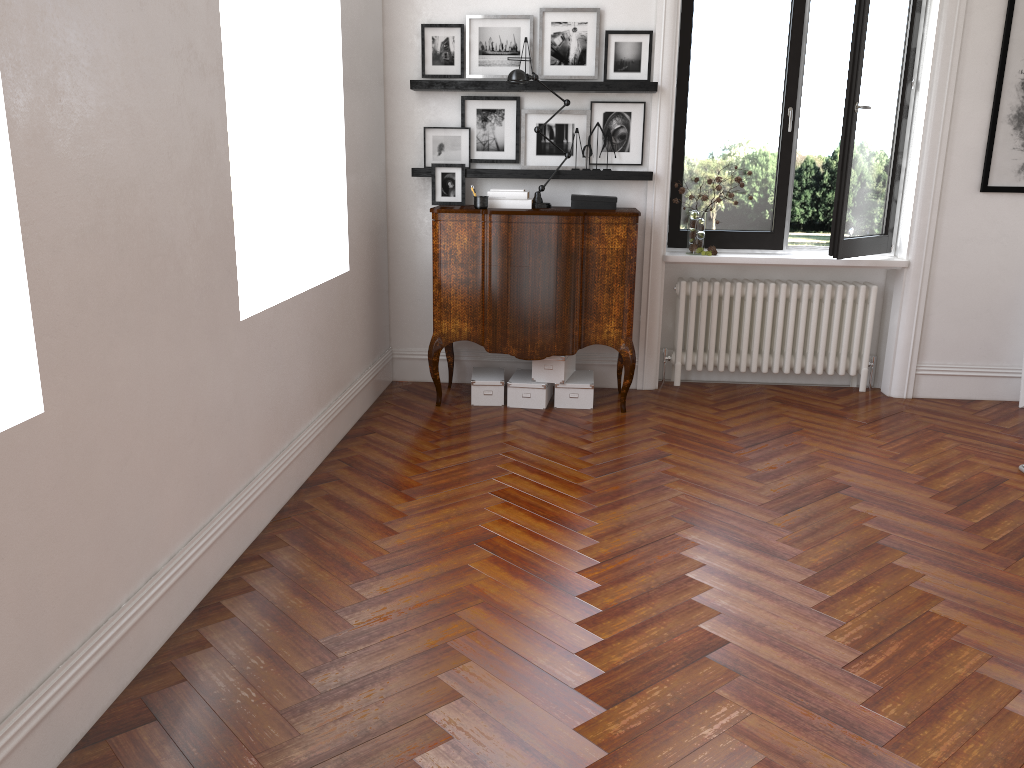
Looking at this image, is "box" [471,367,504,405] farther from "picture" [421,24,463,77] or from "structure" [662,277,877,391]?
"picture" [421,24,463,77]

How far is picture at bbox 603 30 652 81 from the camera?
5.5 meters

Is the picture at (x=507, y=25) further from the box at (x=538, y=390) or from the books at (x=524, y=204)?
the box at (x=538, y=390)

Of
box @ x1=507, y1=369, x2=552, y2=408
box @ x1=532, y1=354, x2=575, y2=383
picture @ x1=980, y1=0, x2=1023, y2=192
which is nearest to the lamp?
box @ x1=532, y1=354, x2=575, y2=383

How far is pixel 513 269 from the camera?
5.20m

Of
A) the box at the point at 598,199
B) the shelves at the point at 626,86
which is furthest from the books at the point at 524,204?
the shelves at the point at 626,86

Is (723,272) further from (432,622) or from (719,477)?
(432,622)

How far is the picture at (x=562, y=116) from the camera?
5.61m

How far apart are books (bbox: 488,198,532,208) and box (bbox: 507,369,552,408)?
1.07m

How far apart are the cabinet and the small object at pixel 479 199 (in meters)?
0.07
